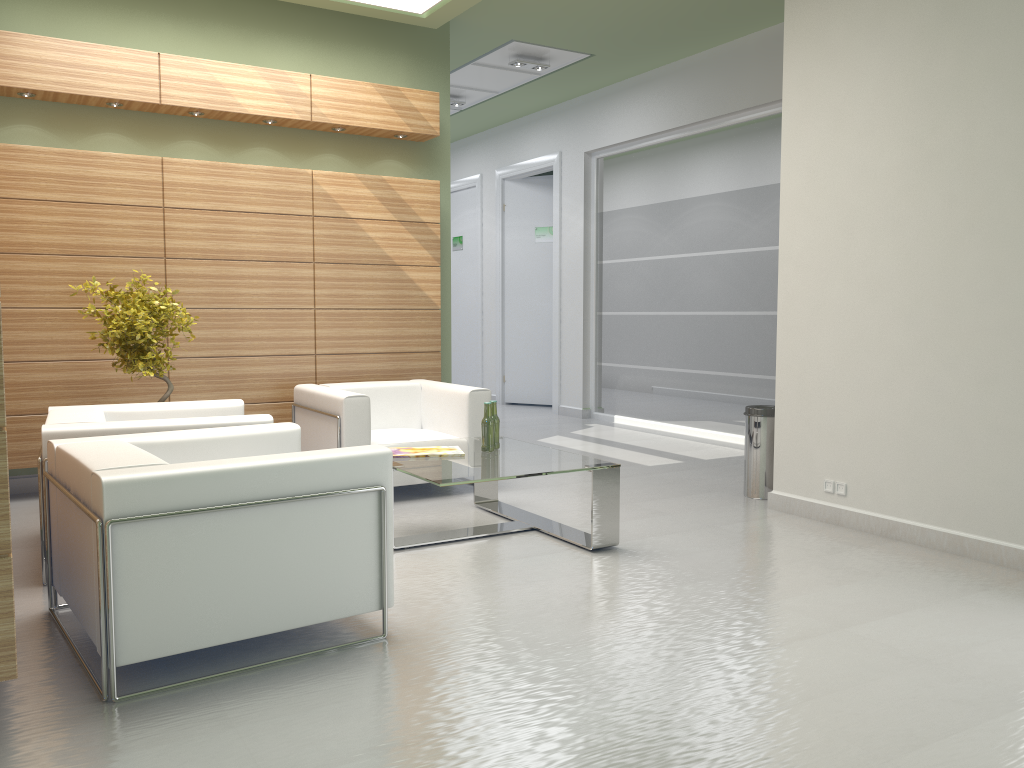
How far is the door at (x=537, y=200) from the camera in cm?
1971

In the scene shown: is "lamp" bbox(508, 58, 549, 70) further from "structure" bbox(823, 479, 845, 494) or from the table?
"structure" bbox(823, 479, 845, 494)

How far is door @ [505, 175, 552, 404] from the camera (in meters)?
19.71

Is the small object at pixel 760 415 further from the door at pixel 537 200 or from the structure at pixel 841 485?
the door at pixel 537 200

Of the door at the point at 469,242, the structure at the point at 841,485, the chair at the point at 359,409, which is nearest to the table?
the chair at the point at 359,409

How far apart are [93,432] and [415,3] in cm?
704

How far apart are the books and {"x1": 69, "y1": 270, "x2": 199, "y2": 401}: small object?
2.7m

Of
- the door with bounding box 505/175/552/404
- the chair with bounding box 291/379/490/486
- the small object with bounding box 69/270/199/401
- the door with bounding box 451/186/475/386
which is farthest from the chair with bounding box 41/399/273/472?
the door with bounding box 451/186/475/386

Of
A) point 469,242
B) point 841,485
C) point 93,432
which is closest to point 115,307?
point 93,432

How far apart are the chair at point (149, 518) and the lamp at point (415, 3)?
6.68m
